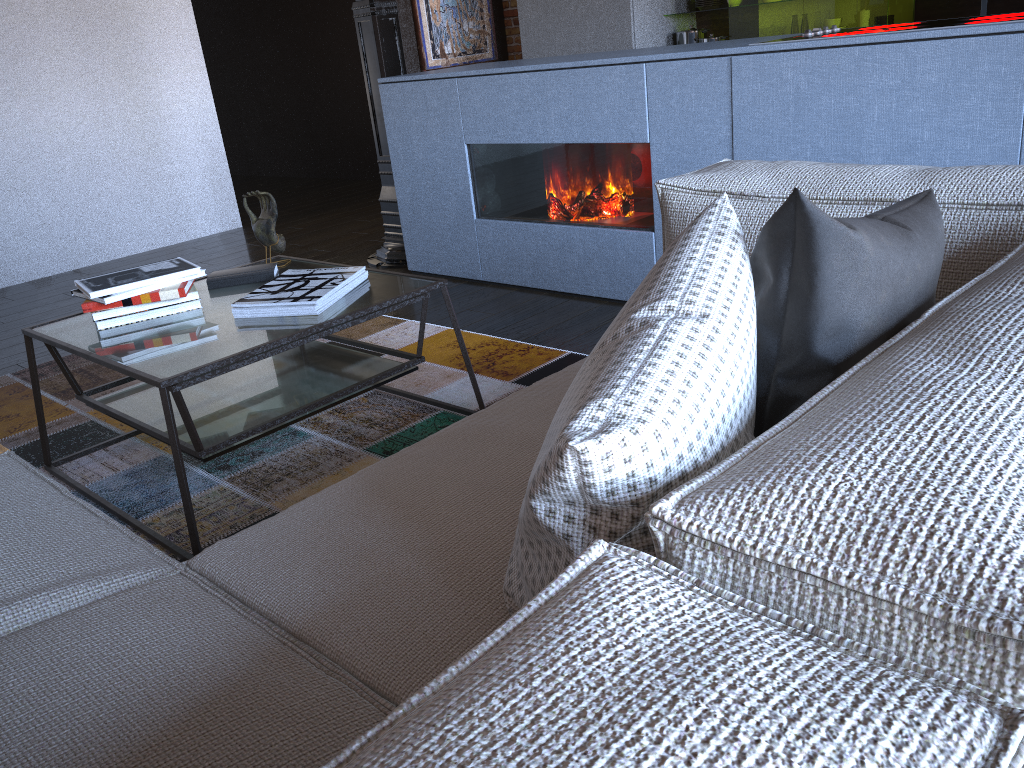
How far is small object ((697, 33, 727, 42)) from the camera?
5.4 meters

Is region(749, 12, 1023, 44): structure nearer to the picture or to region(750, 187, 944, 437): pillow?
region(750, 187, 944, 437): pillow

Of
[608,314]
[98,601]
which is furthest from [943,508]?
[608,314]

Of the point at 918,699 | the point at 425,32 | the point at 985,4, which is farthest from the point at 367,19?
the point at 918,699

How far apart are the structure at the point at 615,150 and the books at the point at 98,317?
1.50m

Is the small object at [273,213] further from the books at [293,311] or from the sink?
the sink

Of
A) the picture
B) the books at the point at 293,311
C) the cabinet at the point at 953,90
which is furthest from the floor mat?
the picture

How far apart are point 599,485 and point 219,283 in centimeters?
197cm

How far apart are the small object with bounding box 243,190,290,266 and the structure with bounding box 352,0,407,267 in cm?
162

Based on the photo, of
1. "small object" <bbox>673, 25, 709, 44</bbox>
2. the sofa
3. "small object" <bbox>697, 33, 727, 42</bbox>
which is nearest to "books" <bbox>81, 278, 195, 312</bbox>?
the sofa
